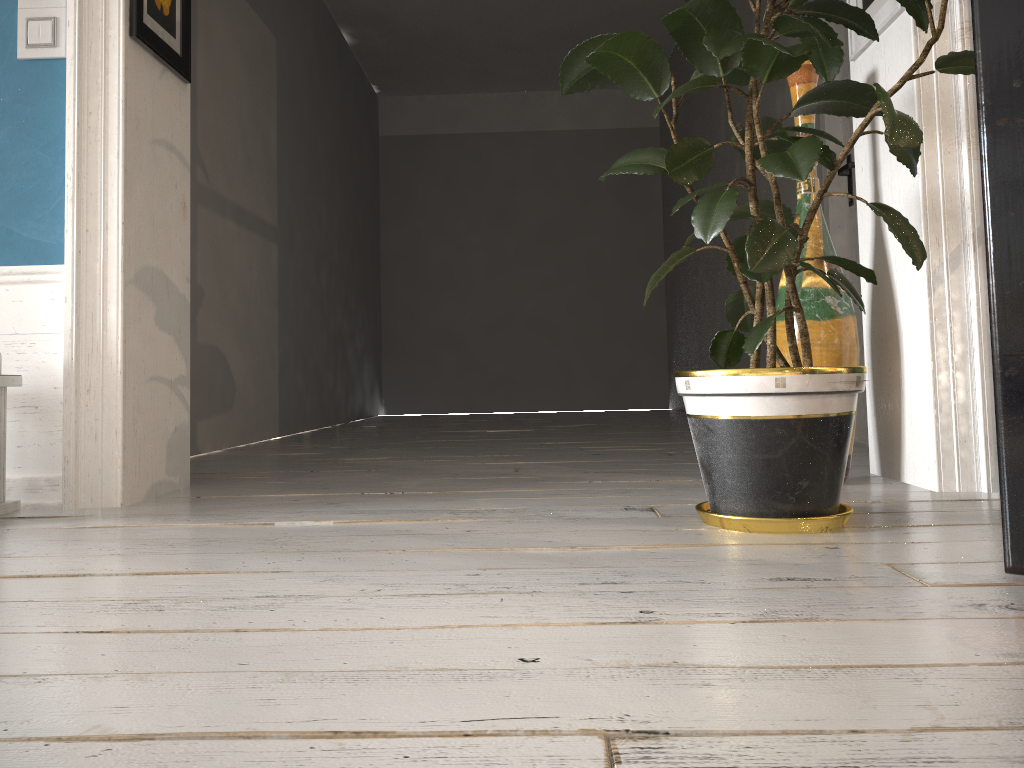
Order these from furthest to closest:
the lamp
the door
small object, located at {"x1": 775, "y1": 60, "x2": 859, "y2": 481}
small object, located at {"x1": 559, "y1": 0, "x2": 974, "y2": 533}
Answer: the door
small object, located at {"x1": 775, "y1": 60, "x2": 859, "y2": 481}
the lamp
small object, located at {"x1": 559, "y1": 0, "x2": 974, "y2": 533}

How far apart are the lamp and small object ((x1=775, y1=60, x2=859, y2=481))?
1.88m

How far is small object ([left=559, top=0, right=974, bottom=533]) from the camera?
1.6m

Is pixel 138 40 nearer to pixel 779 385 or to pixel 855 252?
pixel 779 385

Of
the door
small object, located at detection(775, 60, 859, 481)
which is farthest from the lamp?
the door

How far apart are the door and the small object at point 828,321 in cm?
125

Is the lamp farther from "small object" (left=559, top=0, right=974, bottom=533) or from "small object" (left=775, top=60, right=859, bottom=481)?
"small object" (left=775, top=60, right=859, bottom=481)

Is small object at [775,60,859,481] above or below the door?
below

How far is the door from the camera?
3.5 meters

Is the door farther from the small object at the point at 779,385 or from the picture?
the small object at the point at 779,385
